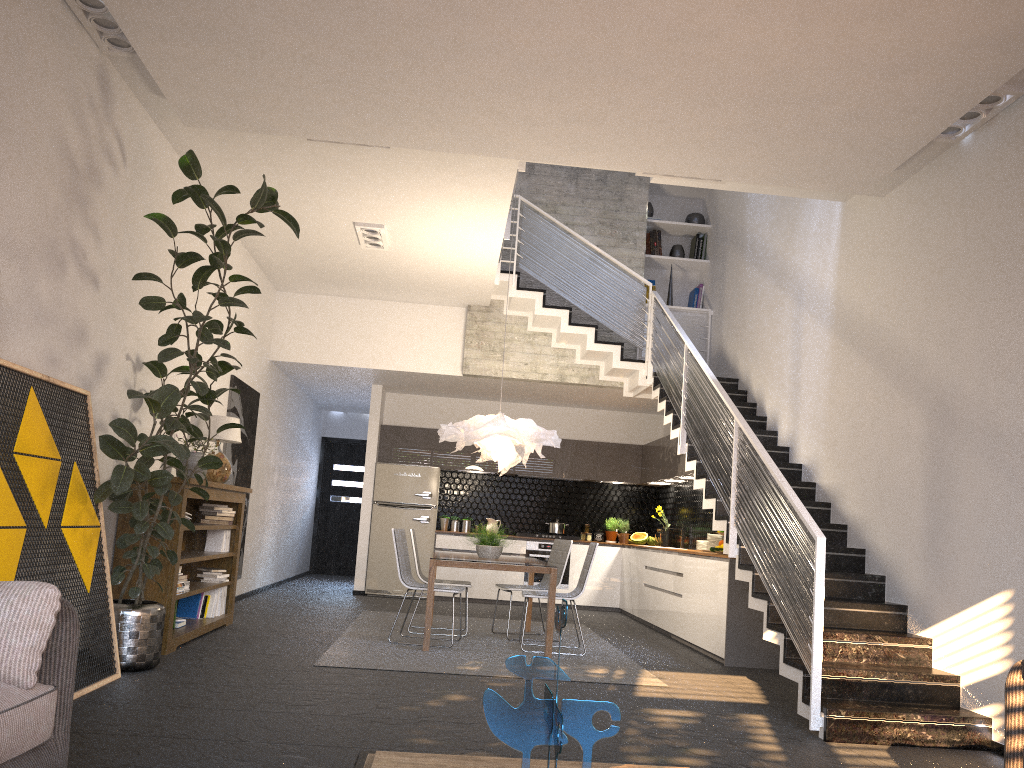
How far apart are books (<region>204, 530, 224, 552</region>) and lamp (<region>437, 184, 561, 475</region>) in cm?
200

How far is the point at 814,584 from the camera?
4.7 meters

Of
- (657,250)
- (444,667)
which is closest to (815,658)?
(444,667)

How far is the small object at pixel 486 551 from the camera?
7.6m

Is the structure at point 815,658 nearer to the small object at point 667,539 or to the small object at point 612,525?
the small object at point 667,539

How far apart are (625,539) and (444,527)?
2.4 meters

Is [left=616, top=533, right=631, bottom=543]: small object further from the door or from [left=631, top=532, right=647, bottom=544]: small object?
the door

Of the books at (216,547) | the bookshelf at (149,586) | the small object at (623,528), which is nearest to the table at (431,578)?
the bookshelf at (149,586)

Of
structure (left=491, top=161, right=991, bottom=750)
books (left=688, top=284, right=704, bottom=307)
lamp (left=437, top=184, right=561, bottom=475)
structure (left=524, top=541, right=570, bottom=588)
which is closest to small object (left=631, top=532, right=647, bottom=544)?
structure (left=524, top=541, right=570, bottom=588)

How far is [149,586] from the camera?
5.8m
